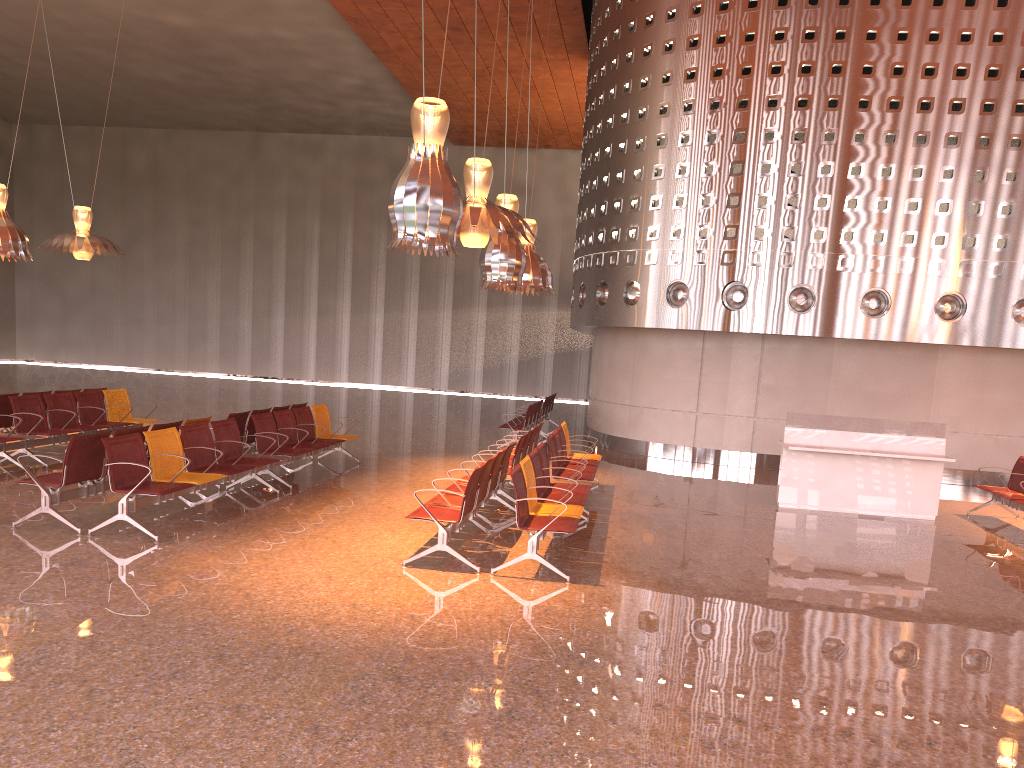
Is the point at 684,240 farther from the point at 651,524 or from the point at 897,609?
the point at 897,609
